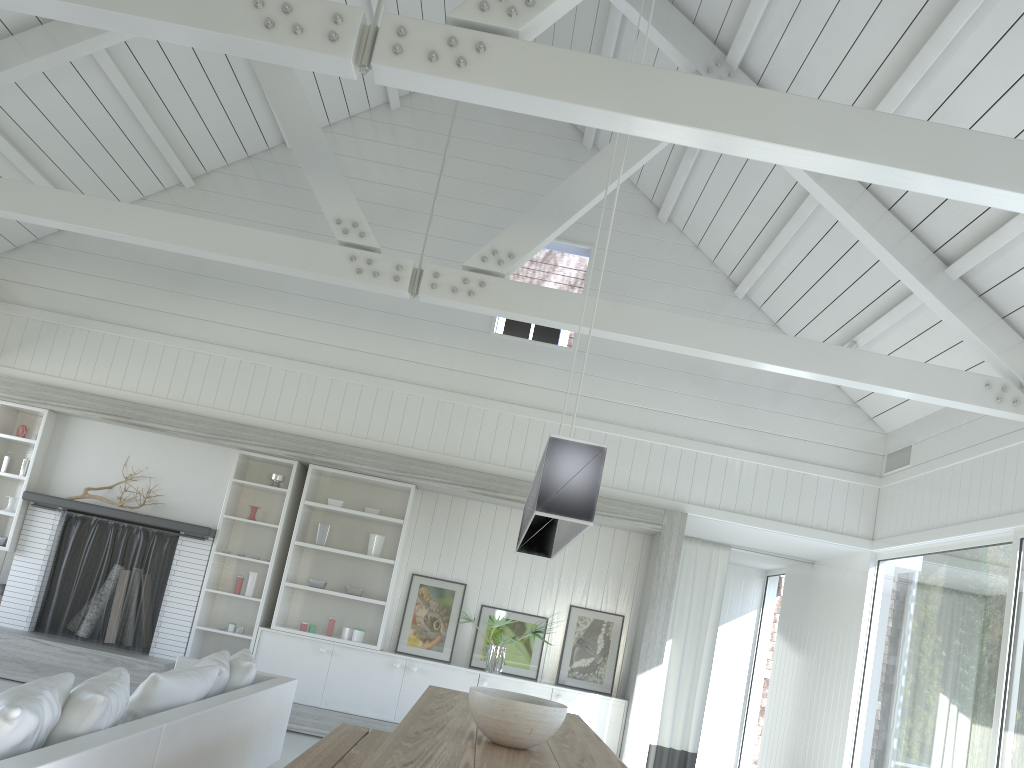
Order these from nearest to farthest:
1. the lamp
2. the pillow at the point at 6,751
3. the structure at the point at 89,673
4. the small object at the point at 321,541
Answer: the pillow at the point at 6,751
the lamp
the structure at the point at 89,673
the small object at the point at 321,541

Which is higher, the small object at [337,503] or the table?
the small object at [337,503]

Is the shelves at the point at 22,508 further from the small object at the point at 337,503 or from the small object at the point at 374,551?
the small object at the point at 374,551

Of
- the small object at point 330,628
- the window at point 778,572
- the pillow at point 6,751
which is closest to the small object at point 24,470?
the small object at point 330,628

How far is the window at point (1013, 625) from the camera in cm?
534

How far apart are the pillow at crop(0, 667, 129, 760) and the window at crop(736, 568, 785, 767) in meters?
7.9

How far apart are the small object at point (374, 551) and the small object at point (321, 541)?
0.4m

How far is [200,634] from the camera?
7.4m

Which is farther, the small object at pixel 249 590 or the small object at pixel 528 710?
the small object at pixel 249 590

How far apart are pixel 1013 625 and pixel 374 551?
4.8m
